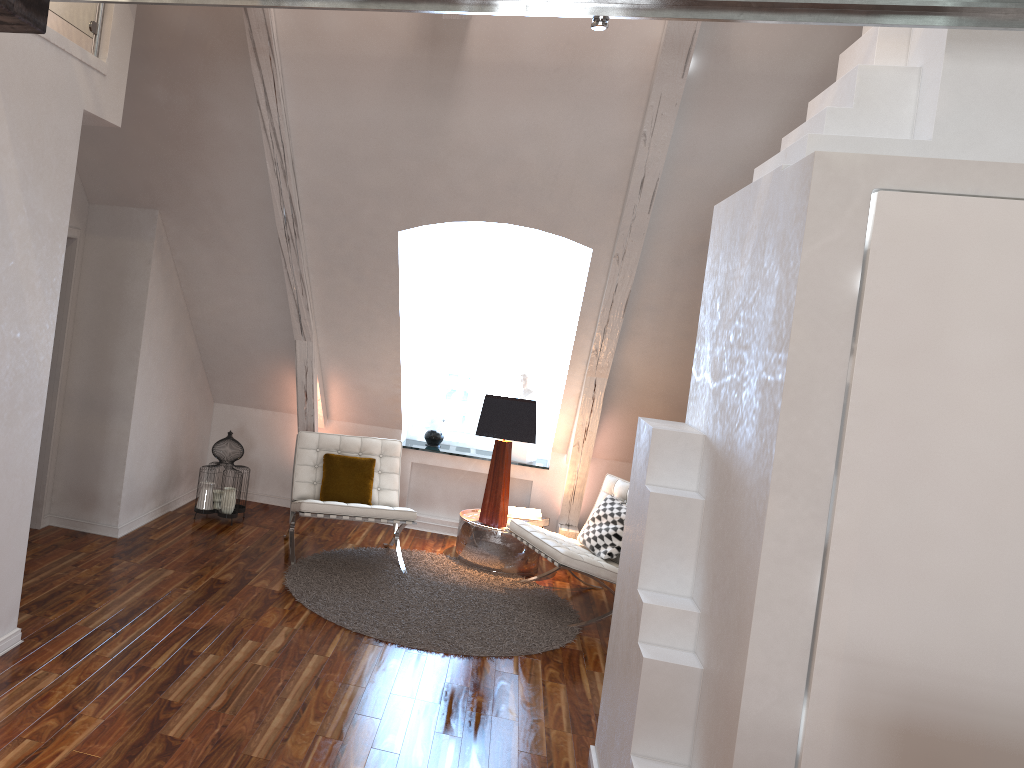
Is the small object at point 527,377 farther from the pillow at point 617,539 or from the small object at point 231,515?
the small object at point 231,515

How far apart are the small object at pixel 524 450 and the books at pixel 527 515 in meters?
0.5 m

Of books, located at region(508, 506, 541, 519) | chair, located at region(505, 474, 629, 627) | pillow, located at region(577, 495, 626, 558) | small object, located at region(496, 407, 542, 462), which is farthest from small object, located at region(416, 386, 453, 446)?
pillow, located at region(577, 495, 626, 558)

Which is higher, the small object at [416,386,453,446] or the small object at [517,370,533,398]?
the small object at [517,370,533,398]

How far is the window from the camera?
6.2m

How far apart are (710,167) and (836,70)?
0.7m

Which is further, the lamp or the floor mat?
the lamp

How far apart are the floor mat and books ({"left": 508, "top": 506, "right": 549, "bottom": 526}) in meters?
0.4 m

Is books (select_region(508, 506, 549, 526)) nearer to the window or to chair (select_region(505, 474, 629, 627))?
chair (select_region(505, 474, 629, 627))

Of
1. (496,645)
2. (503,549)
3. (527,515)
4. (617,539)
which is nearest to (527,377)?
(527,515)
